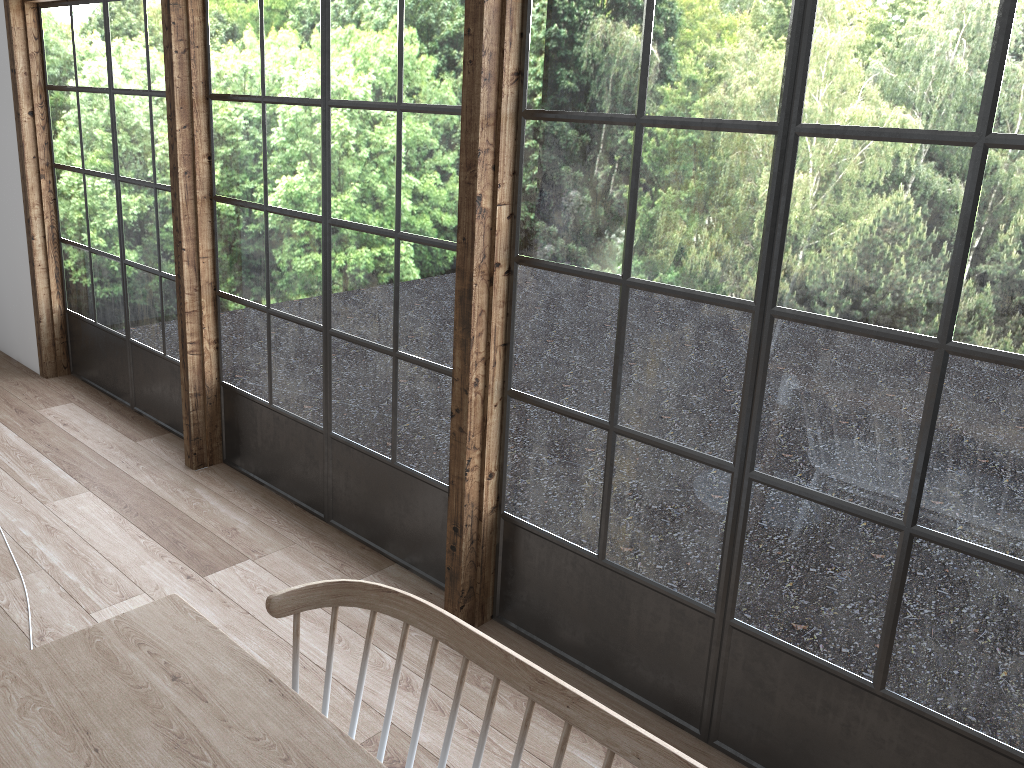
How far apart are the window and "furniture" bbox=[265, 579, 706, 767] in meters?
1.0

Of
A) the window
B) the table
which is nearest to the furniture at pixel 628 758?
the table

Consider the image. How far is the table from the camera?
1.39m

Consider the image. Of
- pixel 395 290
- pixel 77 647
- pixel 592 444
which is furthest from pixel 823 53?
pixel 77 647

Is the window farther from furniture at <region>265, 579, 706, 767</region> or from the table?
the table

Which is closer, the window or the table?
the table

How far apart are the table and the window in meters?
1.2 m

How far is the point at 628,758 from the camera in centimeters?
142cm

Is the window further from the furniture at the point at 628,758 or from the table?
the table

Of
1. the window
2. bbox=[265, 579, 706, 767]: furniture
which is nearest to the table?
bbox=[265, 579, 706, 767]: furniture
